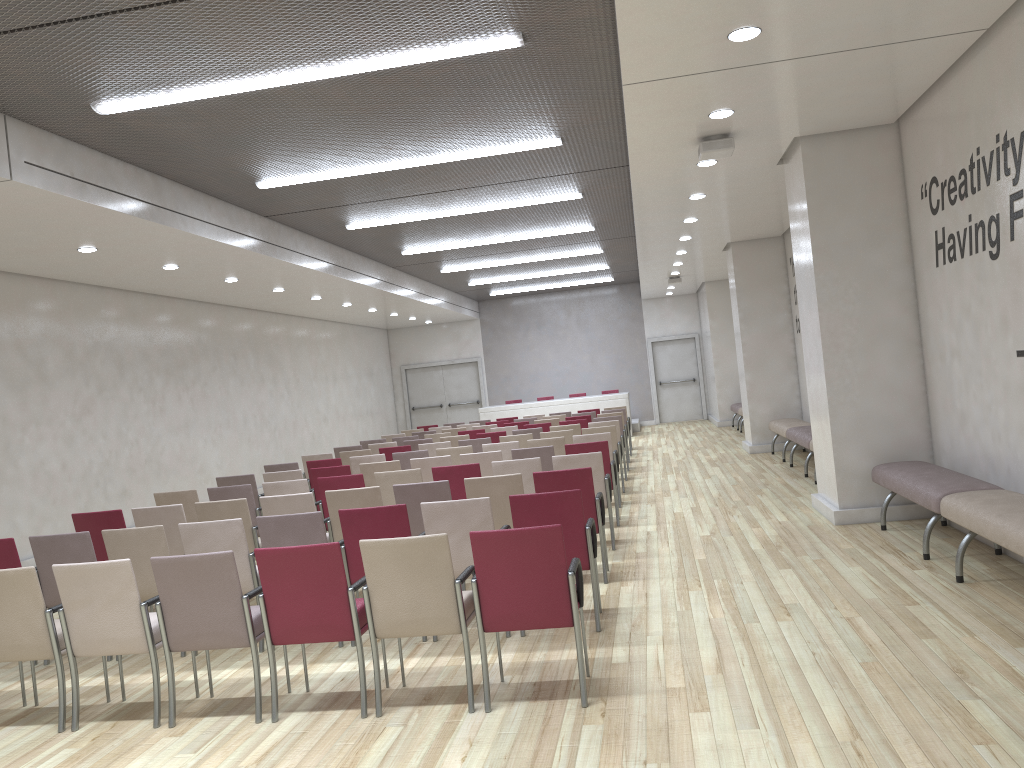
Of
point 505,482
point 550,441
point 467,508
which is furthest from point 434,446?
point 467,508

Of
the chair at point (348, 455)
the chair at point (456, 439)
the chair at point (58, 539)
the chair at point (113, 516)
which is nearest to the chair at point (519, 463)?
the chair at point (113, 516)

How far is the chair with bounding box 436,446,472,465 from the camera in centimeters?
1052cm

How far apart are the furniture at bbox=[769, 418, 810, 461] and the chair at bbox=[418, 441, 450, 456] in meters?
5.0

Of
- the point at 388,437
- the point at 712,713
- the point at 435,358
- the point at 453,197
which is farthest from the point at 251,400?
the point at 712,713

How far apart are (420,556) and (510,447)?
6.17m

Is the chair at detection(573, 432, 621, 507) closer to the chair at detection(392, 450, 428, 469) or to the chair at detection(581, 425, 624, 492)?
the chair at detection(581, 425, 624, 492)

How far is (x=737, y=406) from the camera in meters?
19.8

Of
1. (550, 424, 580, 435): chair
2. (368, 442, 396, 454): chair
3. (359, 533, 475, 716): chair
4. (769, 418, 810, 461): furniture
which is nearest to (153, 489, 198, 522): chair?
(359, 533, 475, 716): chair

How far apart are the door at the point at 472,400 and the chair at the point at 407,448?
13.4m
